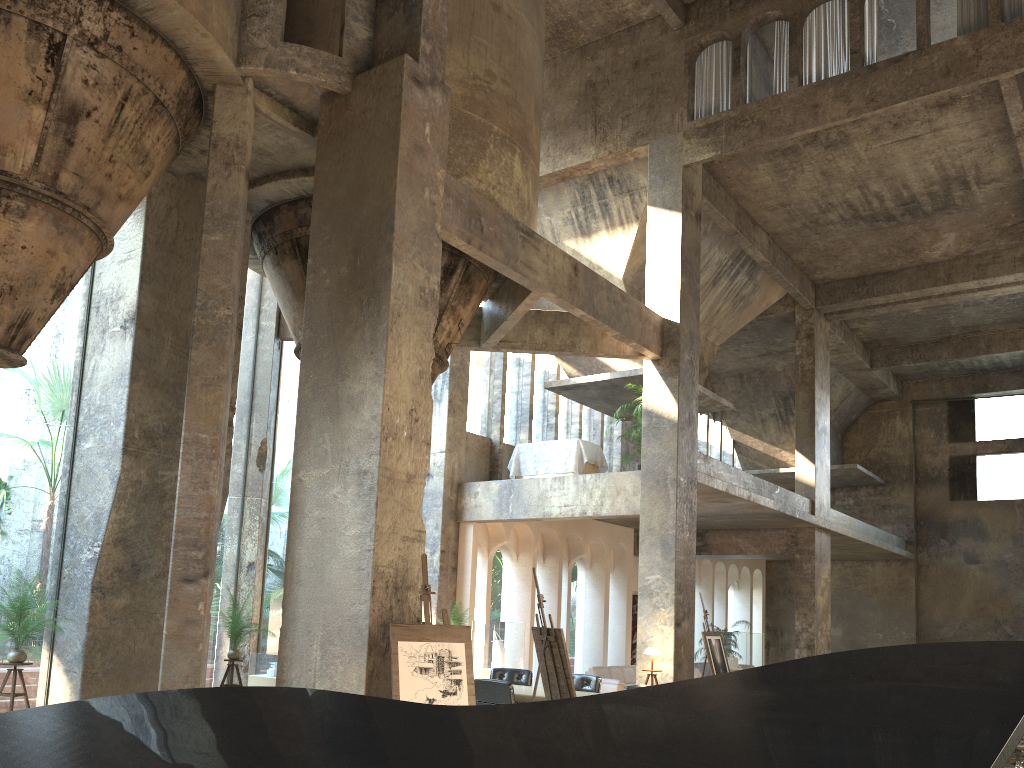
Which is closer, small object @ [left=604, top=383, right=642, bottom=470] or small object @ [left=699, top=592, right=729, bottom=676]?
small object @ [left=699, top=592, right=729, bottom=676]

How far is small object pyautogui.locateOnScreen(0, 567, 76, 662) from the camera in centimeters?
835cm

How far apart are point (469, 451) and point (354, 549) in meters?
9.5 m

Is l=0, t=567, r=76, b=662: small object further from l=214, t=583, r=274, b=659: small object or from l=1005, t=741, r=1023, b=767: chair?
l=1005, t=741, r=1023, b=767: chair

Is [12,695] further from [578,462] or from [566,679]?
[578,462]

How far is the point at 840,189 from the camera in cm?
1603

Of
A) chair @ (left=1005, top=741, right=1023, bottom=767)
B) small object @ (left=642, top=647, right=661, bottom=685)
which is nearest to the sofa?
small object @ (left=642, top=647, right=661, bottom=685)

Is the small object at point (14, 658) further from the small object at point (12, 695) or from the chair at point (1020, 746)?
the chair at point (1020, 746)

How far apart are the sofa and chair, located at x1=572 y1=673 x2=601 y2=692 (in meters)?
5.06

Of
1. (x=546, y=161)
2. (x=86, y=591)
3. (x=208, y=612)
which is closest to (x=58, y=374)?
(x=546, y=161)
